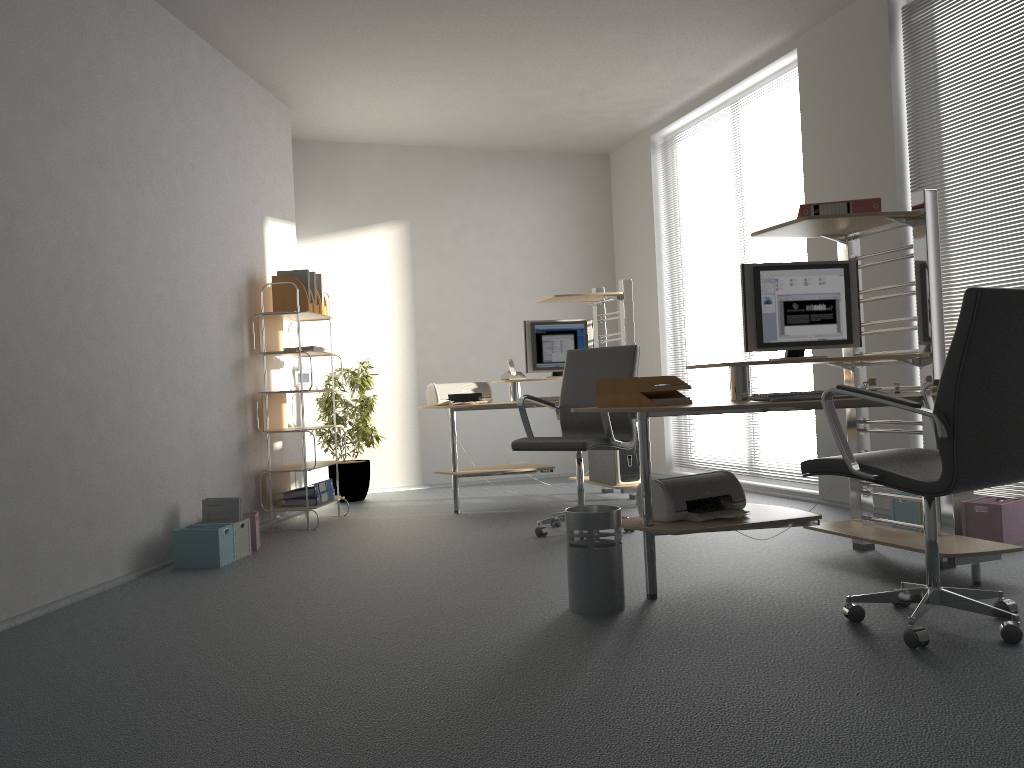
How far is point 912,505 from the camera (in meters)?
4.46

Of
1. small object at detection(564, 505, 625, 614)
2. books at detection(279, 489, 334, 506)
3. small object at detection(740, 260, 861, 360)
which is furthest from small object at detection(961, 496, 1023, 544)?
→ books at detection(279, 489, 334, 506)

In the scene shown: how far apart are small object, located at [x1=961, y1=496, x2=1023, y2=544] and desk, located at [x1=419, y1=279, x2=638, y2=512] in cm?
220

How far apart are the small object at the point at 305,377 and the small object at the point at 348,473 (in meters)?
0.87

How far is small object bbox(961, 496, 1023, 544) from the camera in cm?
404

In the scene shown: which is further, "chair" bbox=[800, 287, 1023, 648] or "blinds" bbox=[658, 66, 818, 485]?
"blinds" bbox=[658, 66, 818, 485]

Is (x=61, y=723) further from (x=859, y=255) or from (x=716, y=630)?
(x=859, y=255)

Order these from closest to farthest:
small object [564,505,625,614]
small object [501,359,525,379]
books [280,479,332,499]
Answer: small object [564,505,625,614]
books [280,479,332,499]
small object [501,359,525,379]

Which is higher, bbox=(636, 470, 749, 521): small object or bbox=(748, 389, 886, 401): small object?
bbox=(748, 389, 886, 401): small object

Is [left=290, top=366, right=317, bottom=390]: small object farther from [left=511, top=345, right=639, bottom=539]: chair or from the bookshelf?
[left=511, top=345, right=639, bottom=539]: chair
